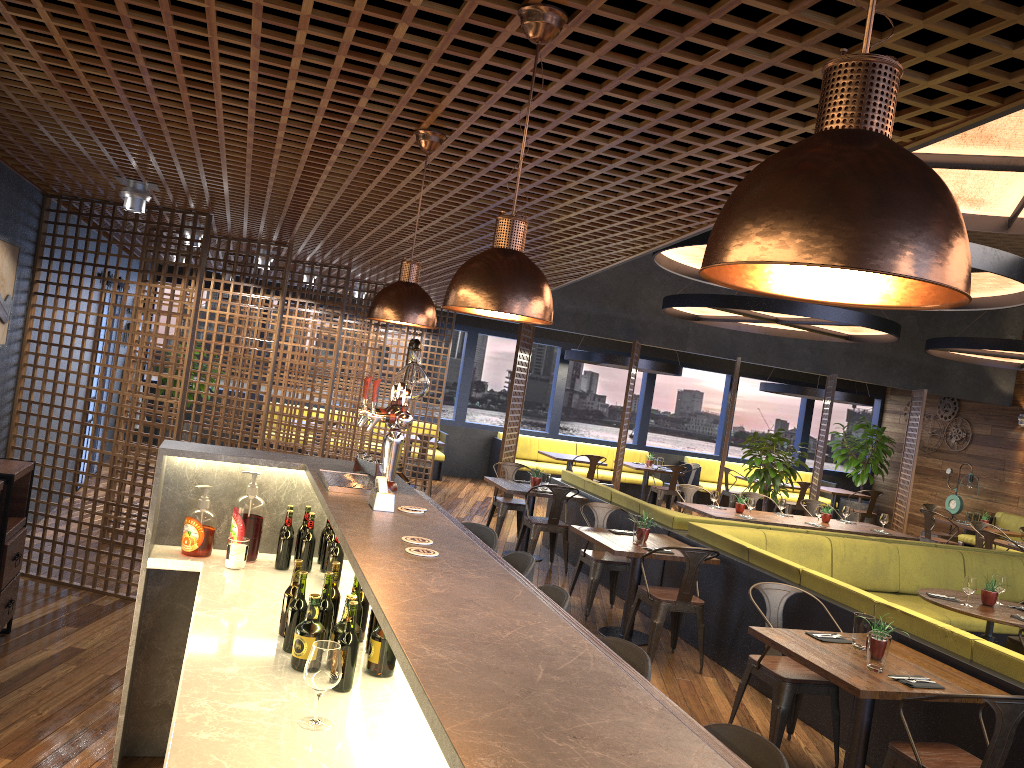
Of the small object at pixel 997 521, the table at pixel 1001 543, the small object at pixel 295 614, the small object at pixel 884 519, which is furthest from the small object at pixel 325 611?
the small object at pixel 997 521

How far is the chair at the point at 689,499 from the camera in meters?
11.0

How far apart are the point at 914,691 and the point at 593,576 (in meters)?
3.56

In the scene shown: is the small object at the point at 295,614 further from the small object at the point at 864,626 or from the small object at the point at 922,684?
the small object at the point at 864,626

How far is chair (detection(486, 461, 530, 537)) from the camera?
10.0m

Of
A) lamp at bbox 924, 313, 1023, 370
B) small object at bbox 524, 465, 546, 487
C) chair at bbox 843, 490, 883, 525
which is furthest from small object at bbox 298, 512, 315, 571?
chair at bbox 843, 490, 883, 525

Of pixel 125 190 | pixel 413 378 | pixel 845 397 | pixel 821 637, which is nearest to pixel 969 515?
pixel 845 397

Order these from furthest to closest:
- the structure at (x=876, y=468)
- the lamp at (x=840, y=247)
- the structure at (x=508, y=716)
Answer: the structure at (x=876, y=468) < the structure at (x=508, y=716) < the lamp at (x=840, y=247)

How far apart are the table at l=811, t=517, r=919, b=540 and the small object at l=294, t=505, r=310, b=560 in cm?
789

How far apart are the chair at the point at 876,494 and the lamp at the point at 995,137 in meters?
10.2
